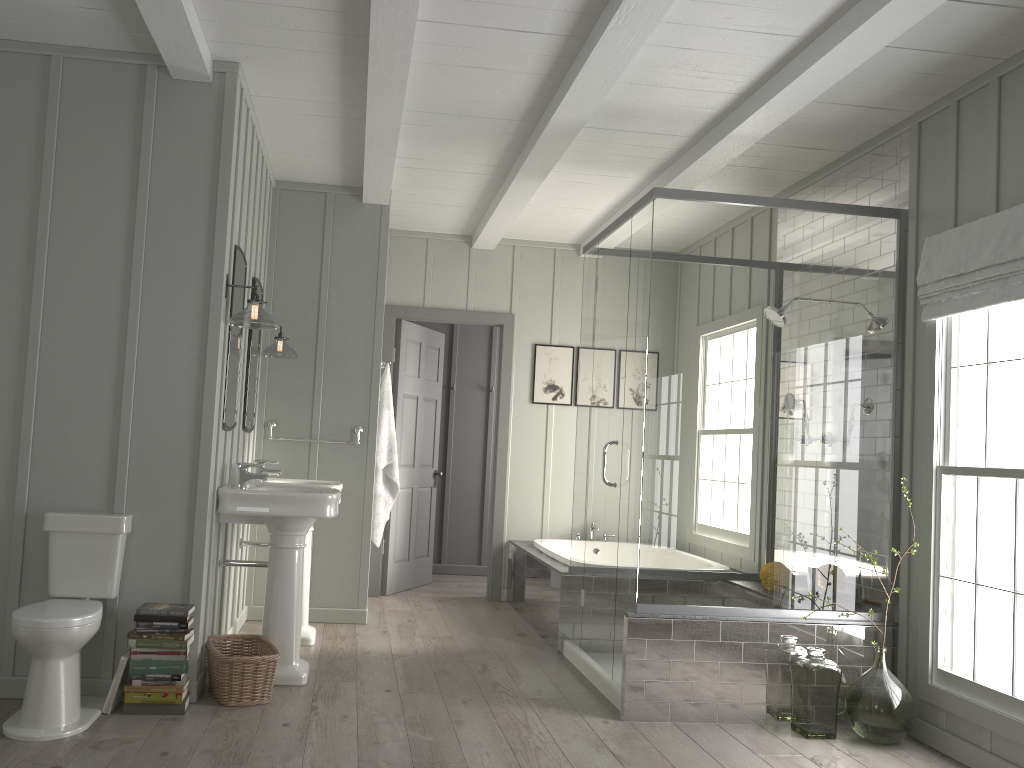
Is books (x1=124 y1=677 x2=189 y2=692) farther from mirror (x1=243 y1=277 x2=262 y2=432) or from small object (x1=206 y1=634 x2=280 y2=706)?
mirror (x1=243 y1=277 x2=262 y2=432)

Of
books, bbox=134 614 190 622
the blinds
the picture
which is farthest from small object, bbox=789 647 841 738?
the picture

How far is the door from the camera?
6.67m

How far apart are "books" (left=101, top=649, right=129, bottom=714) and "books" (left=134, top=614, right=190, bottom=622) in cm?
16

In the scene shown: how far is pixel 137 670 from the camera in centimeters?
345cm

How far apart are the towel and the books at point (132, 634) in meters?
2.2 m

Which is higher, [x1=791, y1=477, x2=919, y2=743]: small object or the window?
the window

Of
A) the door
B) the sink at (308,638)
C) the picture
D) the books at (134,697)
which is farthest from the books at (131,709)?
the picture

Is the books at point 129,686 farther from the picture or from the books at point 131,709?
the picture

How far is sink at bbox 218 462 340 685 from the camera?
3.90m
